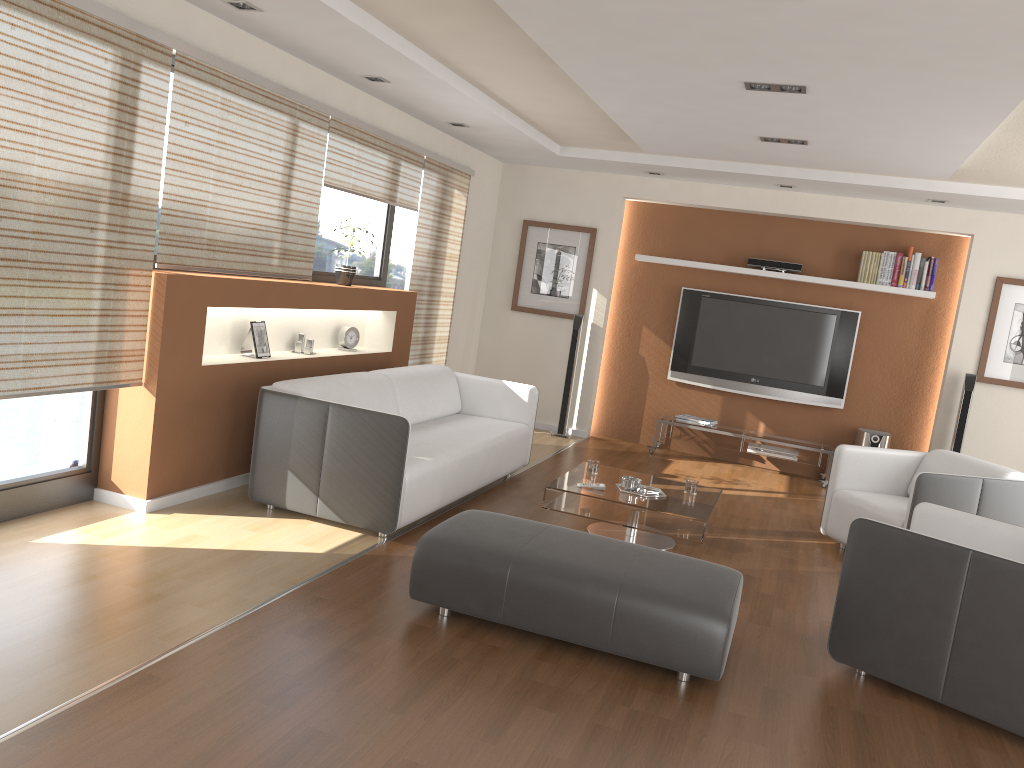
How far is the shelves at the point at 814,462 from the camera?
7.88m

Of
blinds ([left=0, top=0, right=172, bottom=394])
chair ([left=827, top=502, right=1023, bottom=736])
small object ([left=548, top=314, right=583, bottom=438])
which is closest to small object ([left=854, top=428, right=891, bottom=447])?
small object ([left=548, top=314, right=583, bottom=438])

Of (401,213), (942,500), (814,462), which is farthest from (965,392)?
(401,213)

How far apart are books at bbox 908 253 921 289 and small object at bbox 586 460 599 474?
3.9 meters

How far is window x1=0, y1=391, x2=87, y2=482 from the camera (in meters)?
4.05

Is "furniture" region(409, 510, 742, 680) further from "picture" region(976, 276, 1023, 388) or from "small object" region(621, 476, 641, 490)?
"picture" region(976, 276, 1023, 388)

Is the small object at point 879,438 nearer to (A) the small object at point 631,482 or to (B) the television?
(B) the television

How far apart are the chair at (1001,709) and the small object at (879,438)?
3.72m

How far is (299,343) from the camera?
5.86m

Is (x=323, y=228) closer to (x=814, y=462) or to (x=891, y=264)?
(x=814, y=462)
